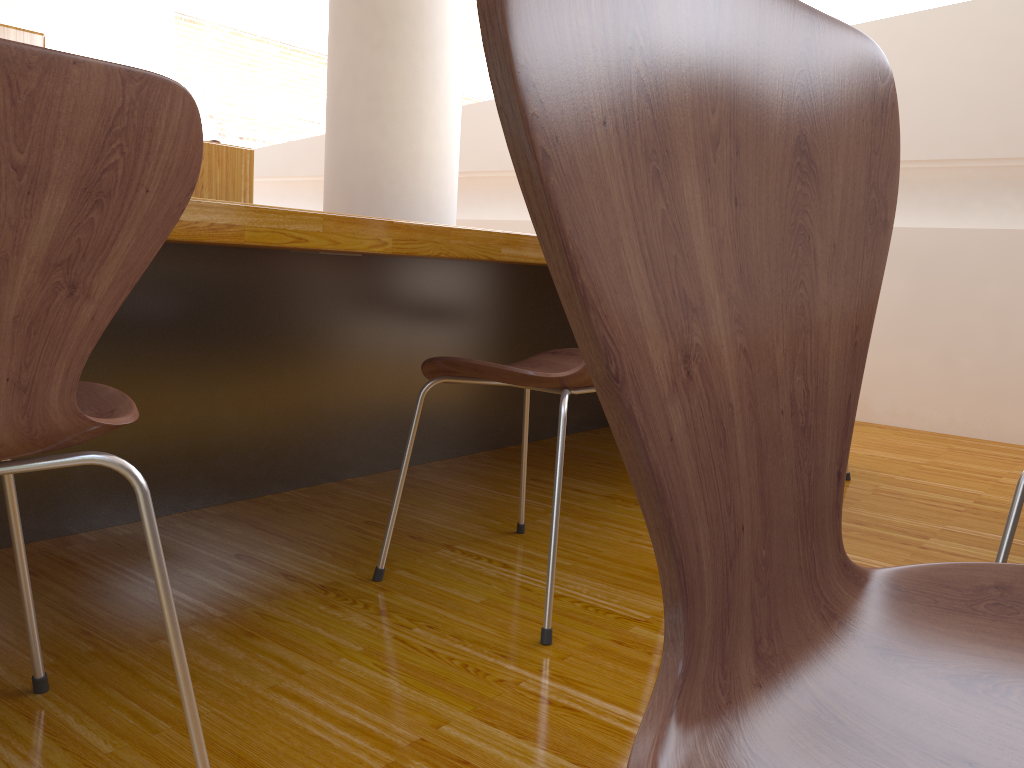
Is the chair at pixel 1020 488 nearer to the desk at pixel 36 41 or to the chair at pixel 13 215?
the chair at pixel 13 215

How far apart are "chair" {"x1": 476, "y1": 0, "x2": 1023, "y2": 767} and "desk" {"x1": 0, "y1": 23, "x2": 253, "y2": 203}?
1.74m

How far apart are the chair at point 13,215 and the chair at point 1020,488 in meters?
0.9

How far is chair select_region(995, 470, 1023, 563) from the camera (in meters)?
1.06

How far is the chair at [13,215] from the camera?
0.7 meters

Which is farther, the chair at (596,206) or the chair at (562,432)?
the chair at (562,432)

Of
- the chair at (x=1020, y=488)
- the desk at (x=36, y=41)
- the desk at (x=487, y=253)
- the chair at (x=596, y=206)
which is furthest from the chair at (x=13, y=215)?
the desk at (x=36, y=41)

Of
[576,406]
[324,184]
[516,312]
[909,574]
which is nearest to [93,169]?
[909,574]

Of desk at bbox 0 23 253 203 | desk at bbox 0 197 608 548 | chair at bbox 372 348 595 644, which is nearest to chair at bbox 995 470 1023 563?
chair at bbox 372 348 595 644

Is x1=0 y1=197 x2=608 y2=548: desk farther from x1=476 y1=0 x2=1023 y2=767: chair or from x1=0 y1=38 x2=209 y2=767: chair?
x1=476 y1=0 x2=1023 y2=767: chair
